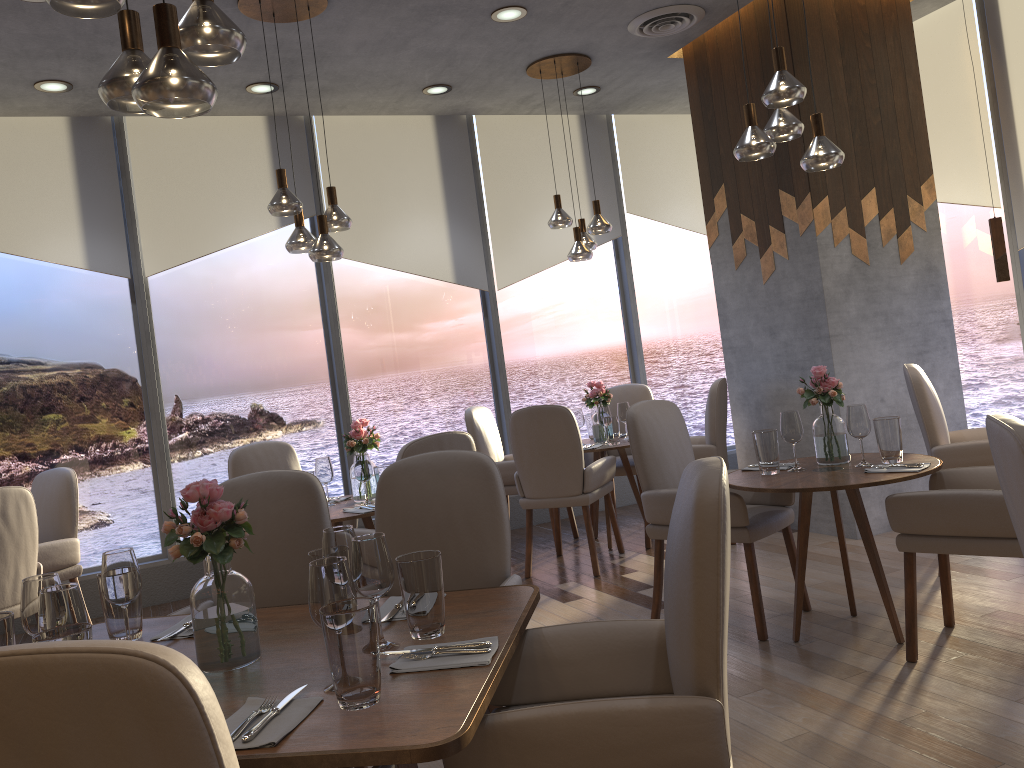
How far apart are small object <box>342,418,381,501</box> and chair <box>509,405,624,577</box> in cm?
95

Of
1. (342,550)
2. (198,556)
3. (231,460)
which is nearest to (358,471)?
(231,460)

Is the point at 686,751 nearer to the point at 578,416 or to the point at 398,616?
the point at 398,616

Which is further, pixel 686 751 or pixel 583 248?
pixel 583 248

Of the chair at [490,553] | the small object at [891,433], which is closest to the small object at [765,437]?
the small object at [891,433]

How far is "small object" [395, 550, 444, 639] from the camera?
1.9 meters

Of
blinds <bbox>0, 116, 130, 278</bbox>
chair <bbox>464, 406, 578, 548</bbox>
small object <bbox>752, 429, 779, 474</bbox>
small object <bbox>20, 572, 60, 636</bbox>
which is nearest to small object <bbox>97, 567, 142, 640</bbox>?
small object <bbox>20, 572, 60, 636</bbox>

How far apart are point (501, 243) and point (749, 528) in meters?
3.8 m

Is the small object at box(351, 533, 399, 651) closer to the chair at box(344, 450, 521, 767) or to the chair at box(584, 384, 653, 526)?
the chair at box(344, 450, 521, 767)

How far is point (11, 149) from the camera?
5.5 meters
